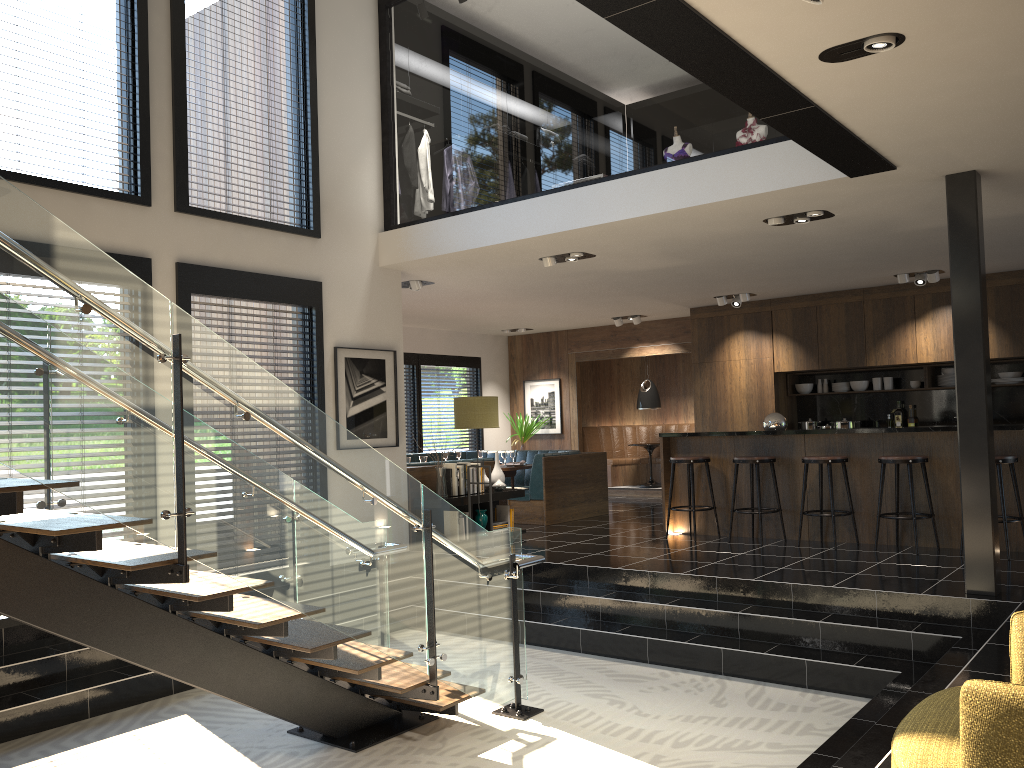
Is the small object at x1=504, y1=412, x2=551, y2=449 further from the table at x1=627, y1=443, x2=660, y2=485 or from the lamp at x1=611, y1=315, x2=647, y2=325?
the lamp at x1=611, y1=315, x2=647, y2=325

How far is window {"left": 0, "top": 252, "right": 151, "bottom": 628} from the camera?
6.3 meters

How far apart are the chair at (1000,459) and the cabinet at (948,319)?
3.4m

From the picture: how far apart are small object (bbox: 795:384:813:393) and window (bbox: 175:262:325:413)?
6.81m

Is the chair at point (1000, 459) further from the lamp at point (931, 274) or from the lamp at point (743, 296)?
the lamp at point (743, 296)

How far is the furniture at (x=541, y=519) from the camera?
10.2m

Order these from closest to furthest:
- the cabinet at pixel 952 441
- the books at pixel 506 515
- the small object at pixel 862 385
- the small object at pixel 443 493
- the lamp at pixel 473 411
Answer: the cabinet at pixel 952 441 → the lamp at pixel 473 411 → the small object at pixel 443 493 → the books at pixel 506 515 → the small object at pixel 862 385

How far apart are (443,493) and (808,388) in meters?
5.7

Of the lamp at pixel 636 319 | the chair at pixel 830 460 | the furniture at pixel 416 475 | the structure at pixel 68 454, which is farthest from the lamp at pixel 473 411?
the lamp at pixel 636 319

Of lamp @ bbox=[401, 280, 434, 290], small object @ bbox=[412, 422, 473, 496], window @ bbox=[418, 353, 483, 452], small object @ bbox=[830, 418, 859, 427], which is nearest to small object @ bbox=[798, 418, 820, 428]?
small object @ bbox=[830, 418, 859, 427]
